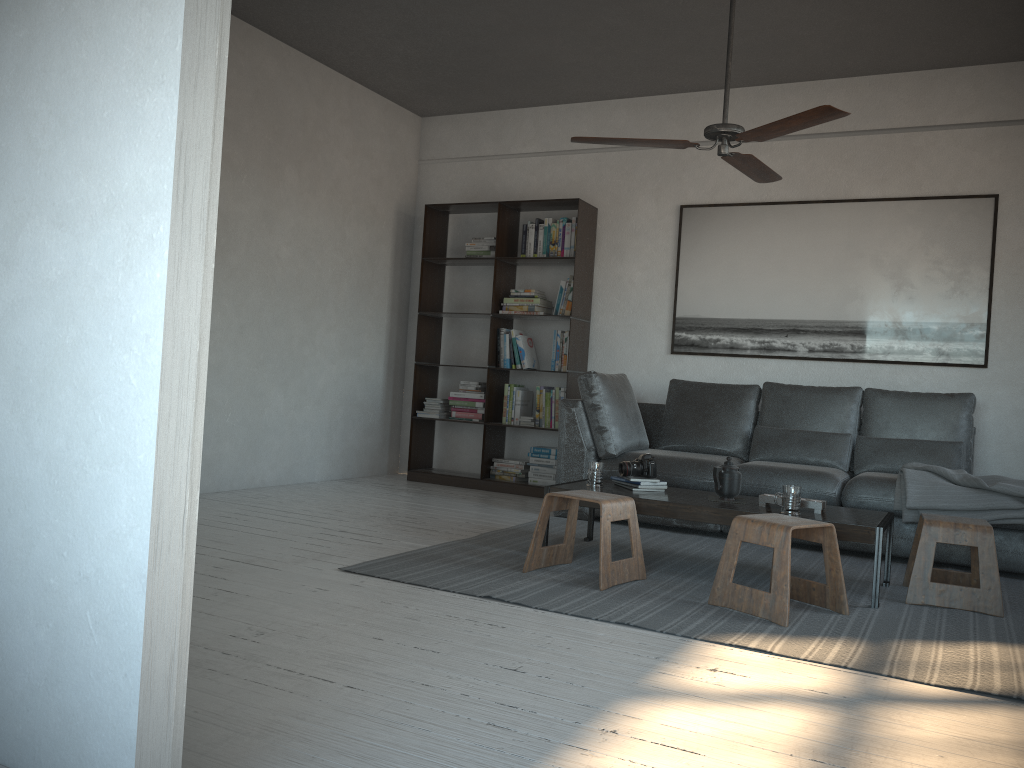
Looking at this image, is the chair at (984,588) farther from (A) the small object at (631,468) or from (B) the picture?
(B) the picture

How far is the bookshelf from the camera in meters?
6.3

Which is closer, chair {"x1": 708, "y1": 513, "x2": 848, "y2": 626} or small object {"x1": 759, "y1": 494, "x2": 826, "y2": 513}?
chair {"x1": 708, "y1": 513, "x2": 848, "y2": 626}

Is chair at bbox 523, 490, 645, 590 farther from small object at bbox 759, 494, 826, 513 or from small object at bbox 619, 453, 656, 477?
small object at bbox 759, 494, 826, 513

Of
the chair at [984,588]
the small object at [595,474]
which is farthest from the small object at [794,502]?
the small object at [595,474]

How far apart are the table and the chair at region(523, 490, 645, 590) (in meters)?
0.12

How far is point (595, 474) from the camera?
4.2 meters

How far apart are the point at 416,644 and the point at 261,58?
4.31m

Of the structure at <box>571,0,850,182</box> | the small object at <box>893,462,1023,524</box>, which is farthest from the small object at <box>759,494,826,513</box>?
the structure at <box>571,0,850,182</box>

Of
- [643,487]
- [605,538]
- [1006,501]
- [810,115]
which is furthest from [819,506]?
Answer: [810,115]
